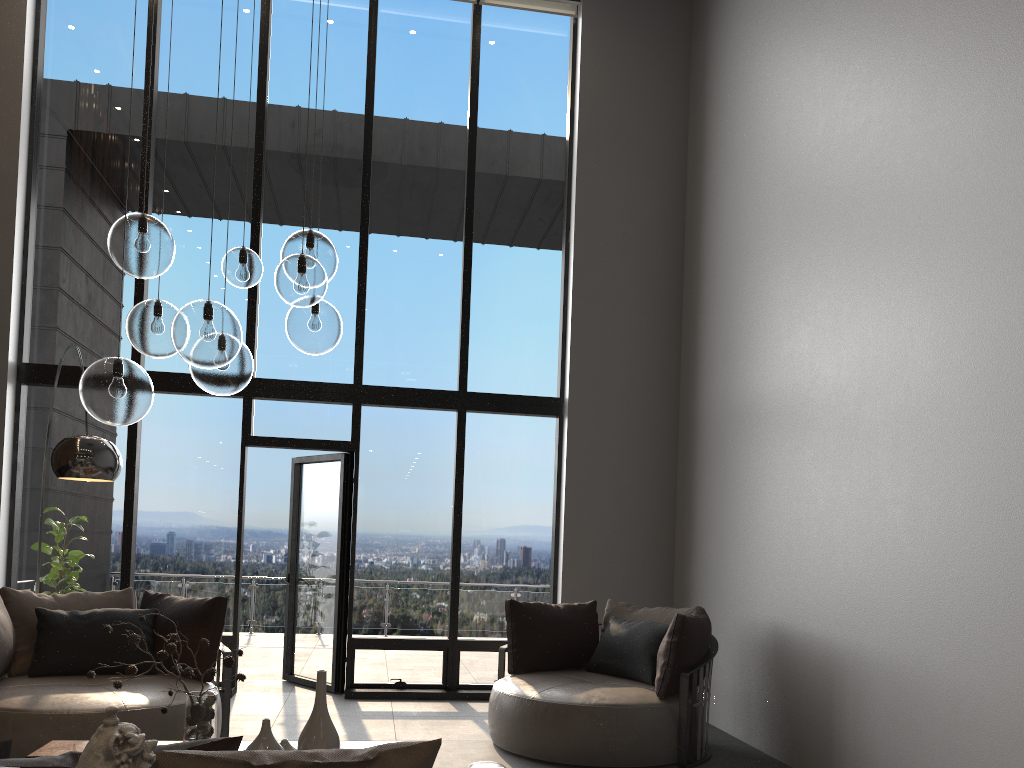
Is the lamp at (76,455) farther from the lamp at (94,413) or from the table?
the table

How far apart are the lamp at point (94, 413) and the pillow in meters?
1.5 m

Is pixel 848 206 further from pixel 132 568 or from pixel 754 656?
pixel 132 568

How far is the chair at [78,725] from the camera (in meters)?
4.07

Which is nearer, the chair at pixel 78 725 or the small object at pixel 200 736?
the small object at pixel 200 736

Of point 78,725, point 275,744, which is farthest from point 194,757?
point 78,725

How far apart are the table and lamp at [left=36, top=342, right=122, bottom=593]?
1.2 meters

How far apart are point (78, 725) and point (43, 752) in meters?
0.8 m

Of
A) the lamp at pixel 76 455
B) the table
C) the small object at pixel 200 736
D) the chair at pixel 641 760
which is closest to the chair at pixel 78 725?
the table

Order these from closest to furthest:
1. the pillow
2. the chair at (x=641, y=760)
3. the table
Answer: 1. the pillow
2. the table
3. the chair at (x=641, y=760)
